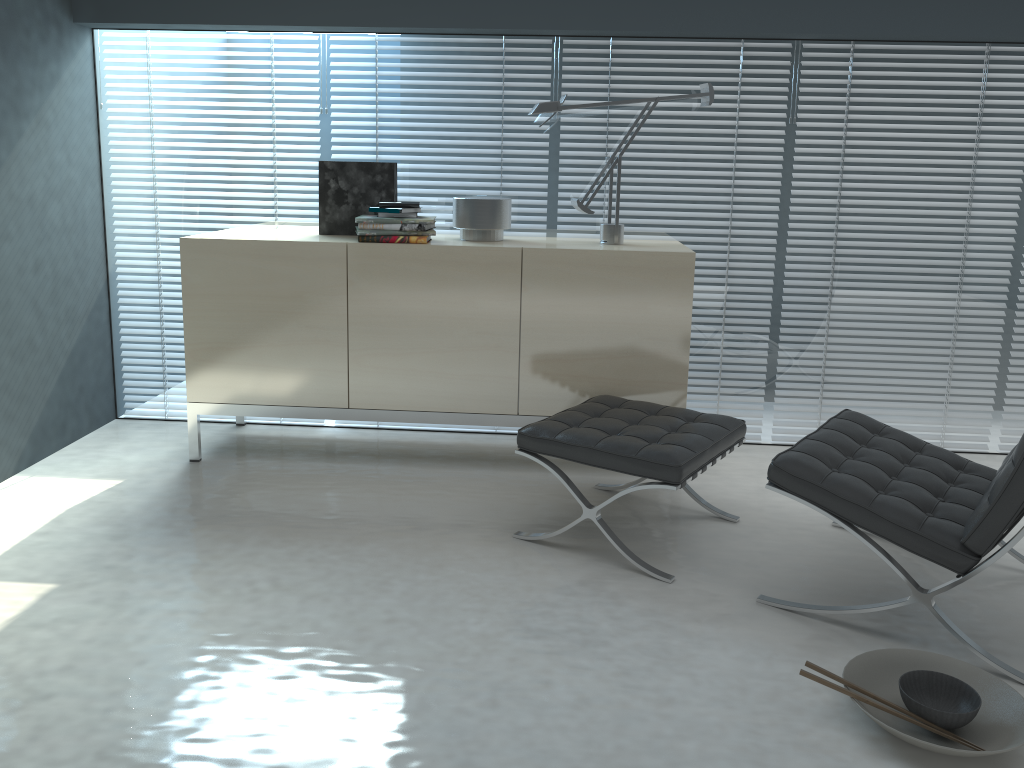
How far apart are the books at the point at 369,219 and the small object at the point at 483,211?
0.2 meters

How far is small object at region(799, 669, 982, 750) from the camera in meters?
2.0 m

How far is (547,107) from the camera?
3.3m

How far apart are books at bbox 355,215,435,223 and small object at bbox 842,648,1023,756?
2.1 meters

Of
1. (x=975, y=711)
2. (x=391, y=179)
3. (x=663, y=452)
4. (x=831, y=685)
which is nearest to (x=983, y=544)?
(x=975, y=711)

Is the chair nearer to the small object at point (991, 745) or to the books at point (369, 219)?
the small object at point (991, 745)

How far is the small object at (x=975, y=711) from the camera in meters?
1.9

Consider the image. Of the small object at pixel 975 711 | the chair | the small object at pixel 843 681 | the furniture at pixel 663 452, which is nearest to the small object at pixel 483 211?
the furniture at pixel 663 452

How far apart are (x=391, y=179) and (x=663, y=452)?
1.7m

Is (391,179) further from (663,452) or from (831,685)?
(831,685)
